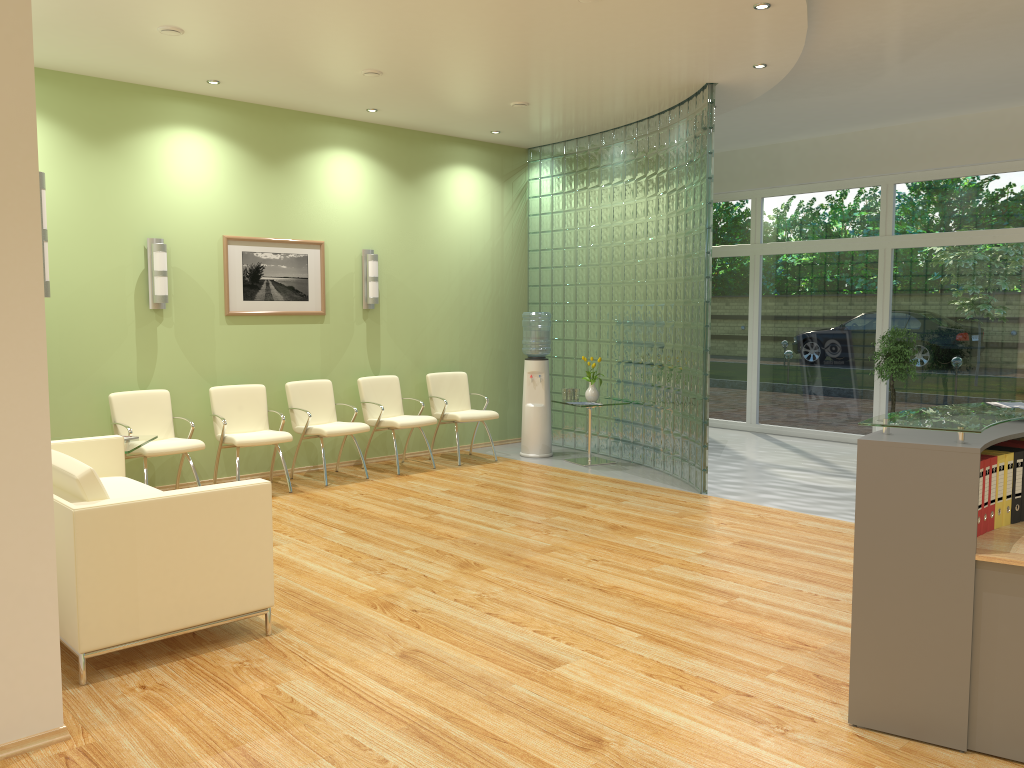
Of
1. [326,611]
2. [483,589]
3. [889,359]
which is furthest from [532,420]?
[326,611]

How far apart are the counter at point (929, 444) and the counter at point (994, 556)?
0.4 meters

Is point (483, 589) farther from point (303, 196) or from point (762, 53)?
point (303, 196)

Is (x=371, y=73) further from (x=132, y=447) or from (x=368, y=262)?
(x=132, y=447)

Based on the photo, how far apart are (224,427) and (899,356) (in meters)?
6.53

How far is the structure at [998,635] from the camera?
3.0m

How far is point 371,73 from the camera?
6.8 meters

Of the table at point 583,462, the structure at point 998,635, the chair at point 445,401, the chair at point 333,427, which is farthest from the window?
the structure at point 998,635

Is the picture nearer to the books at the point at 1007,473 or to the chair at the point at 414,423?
the chair at the point at 414,423

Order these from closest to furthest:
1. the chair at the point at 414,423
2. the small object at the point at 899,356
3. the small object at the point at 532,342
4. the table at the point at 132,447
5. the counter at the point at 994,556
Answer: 1. the counter at the point at 994,556
2. the table at the point at 132,447
3. the chair at the point at 414,423
4. the small object at the point at 899,356
5. the small object at the point at 532,342
